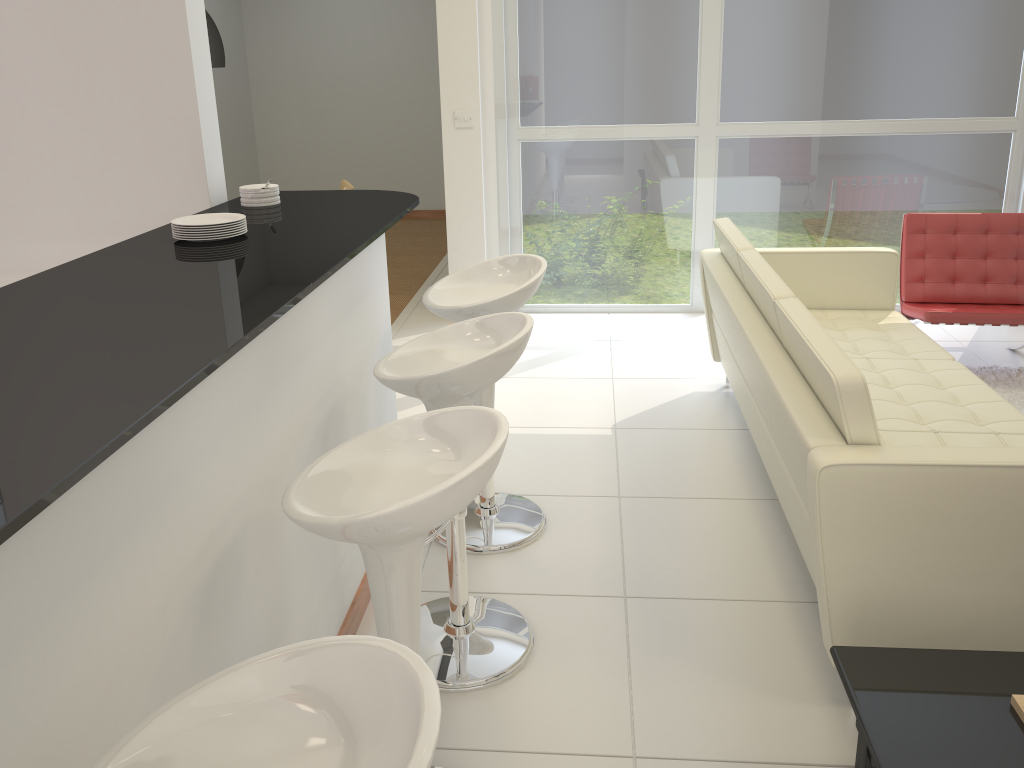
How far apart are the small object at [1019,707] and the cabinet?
3.27m

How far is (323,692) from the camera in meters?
1.1 m

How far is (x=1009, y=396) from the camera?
4.5 meters

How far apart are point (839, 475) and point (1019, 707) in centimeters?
61cm

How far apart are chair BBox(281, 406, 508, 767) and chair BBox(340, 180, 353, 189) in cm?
473

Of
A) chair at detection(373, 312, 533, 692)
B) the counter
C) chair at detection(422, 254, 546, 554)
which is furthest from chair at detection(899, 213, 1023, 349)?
chair at detection(373, 312, 533, 692)

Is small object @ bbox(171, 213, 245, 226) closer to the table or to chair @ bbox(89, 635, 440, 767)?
chair @ bbox(89, 635, 440, 767)

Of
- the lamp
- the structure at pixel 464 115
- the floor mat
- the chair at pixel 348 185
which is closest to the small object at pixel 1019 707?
the floor mat

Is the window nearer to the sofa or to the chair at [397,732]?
the sofa

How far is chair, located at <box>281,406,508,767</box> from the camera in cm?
154
